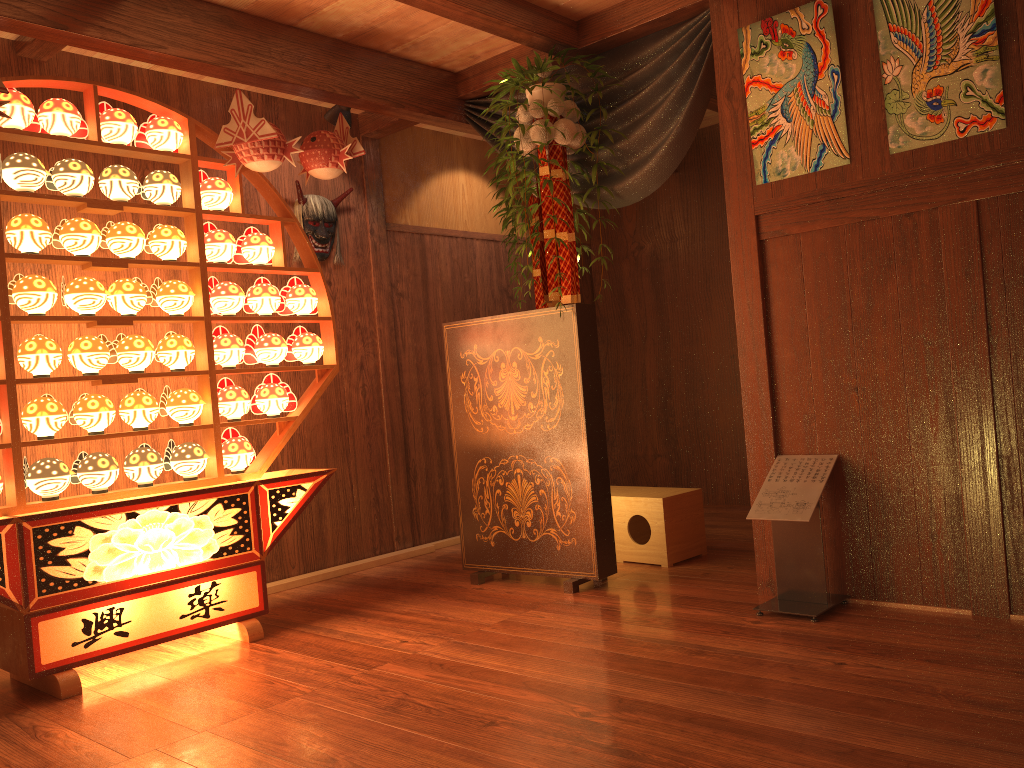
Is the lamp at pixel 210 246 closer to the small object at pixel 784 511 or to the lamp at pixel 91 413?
the lamp at pixel 91 413

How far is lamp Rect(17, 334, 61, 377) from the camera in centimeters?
322cm

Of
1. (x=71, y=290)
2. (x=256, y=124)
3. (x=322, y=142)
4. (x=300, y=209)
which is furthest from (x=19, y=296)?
(x=300, y=209)

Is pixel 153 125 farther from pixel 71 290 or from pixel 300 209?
pixel 300 209

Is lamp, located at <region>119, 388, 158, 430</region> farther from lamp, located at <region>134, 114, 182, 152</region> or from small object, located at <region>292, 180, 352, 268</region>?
small object, located at <region>292, 180, 352, 268</region>

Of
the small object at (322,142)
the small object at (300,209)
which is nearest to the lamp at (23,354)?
the small object at (322,142)

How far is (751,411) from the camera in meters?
3.5 m

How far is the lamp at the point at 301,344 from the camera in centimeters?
404cm

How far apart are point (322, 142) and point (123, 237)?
0.9m

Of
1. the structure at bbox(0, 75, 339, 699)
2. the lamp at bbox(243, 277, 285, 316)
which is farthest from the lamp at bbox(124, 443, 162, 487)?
the lamp at bbox(243, 277, 285, 316)
